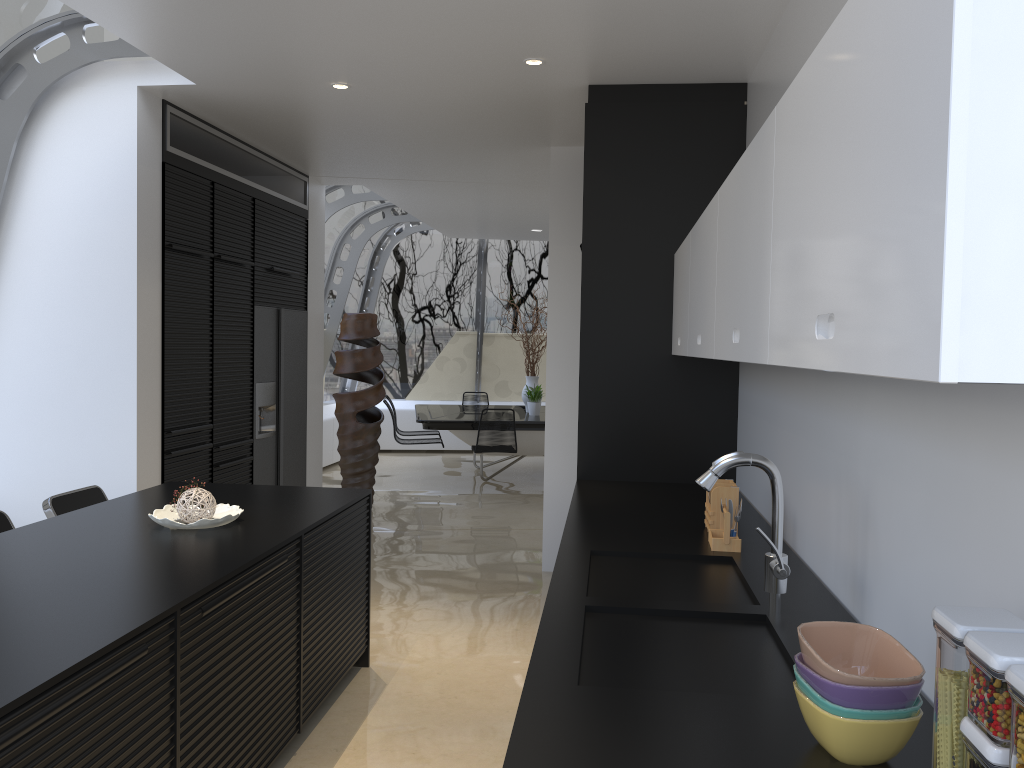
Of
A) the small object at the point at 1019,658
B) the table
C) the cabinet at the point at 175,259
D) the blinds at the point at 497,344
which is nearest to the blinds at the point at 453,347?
the blinds at the point at 497,344

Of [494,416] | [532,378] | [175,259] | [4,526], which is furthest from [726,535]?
[532,378]

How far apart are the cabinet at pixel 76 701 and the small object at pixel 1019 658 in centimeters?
162cm

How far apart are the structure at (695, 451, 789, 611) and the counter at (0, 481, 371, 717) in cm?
140

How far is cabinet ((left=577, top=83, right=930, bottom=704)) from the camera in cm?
451

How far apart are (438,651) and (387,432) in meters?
8.2 m

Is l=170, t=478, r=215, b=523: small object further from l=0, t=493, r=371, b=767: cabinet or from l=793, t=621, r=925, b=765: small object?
l=793, t=621, r=925, b=765: small object

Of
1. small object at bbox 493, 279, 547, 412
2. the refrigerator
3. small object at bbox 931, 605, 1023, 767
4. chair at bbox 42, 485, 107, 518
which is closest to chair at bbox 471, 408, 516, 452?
small object at bbox 493, 279, 547, 412

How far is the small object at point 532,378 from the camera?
10.5m

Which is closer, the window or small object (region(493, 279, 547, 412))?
the window
